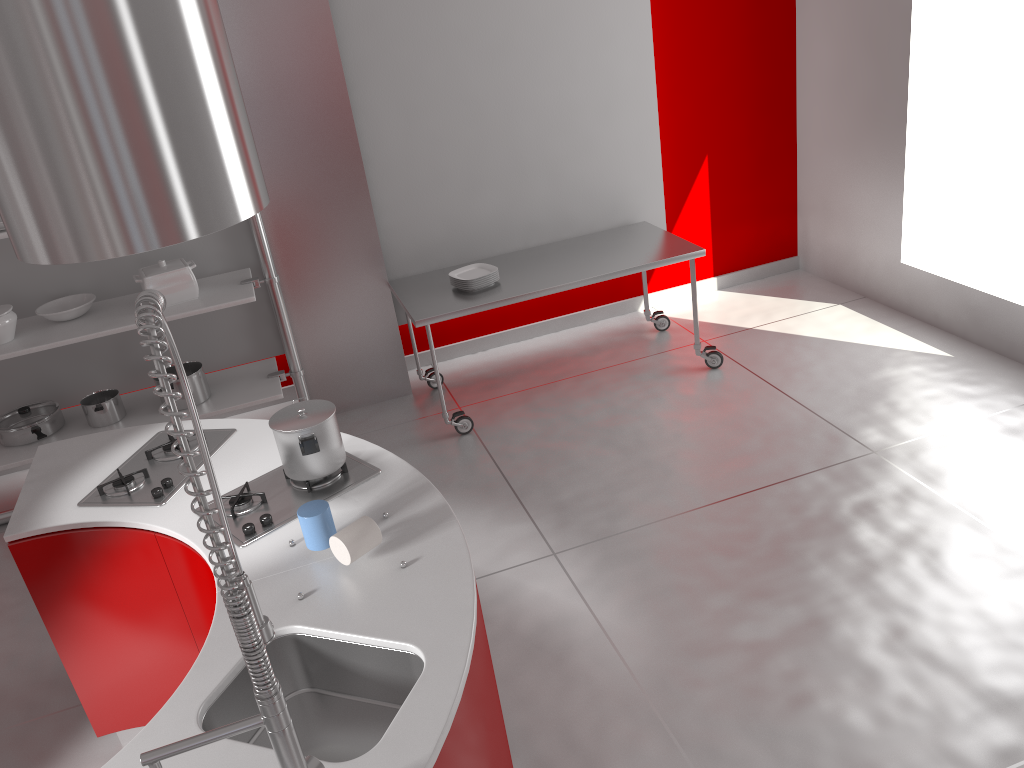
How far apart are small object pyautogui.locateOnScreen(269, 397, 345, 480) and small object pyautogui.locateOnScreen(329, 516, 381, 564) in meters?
0.4 m

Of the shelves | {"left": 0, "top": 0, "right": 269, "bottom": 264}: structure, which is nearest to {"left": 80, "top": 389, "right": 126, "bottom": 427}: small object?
the shelves

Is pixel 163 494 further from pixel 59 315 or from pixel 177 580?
pixel 59 315

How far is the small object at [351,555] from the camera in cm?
208

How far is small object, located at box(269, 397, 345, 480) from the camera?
2.42m

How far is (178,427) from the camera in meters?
1.2 m

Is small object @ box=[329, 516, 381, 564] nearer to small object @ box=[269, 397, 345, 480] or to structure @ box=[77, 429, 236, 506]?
small object @ box=[269, 397, 345, 480]

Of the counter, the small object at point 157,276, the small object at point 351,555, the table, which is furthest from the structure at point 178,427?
the small object at point 157,276

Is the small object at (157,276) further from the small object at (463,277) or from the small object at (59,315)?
the small object at (463,277)

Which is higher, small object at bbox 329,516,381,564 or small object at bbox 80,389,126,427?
small object at bbox 329,516,381,564
